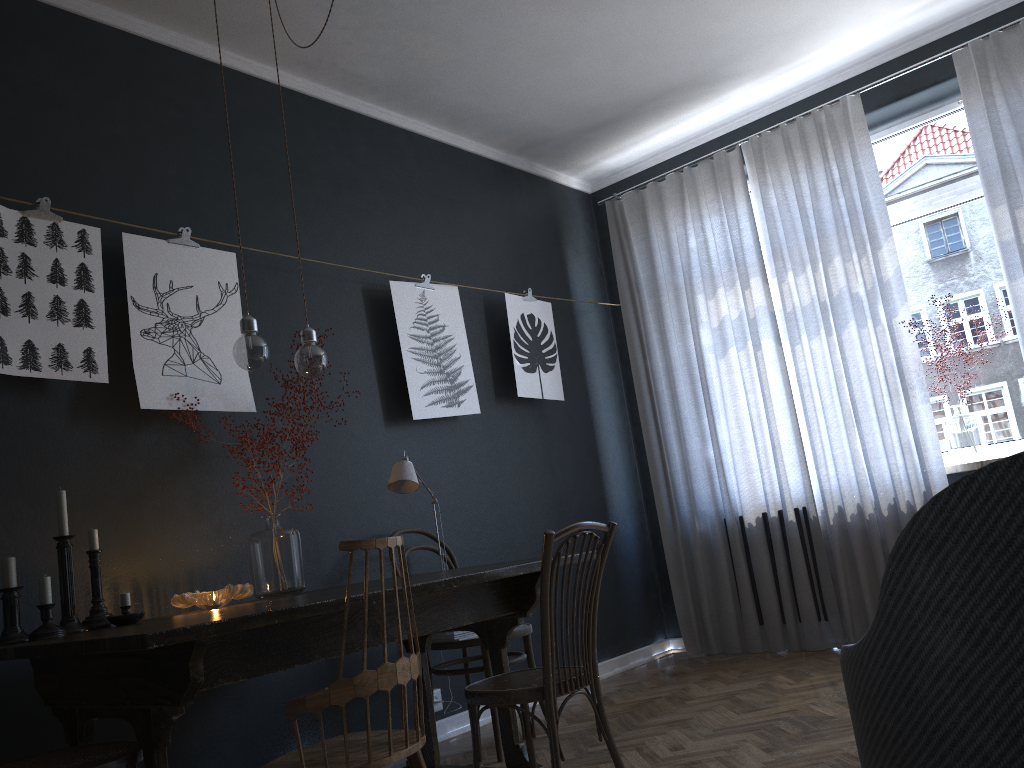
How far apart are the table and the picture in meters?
0.8 m

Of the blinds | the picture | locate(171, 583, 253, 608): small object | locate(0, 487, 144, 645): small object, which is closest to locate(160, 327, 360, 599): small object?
locate(171, 583, 253, 608): small object

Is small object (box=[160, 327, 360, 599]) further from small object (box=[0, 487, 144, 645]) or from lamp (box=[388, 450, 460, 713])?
small object (box=[0, 487, 144, 645])

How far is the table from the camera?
1.9 meters

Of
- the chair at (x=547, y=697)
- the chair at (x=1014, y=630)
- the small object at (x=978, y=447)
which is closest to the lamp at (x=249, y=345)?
the chair at (x=547, y=697)

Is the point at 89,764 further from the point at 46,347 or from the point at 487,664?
the point at 487,664

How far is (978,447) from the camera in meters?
4.3

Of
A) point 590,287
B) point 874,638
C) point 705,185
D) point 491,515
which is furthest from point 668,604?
point 874,638

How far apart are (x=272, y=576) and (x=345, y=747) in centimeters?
127cm

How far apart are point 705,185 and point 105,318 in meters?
3.4
